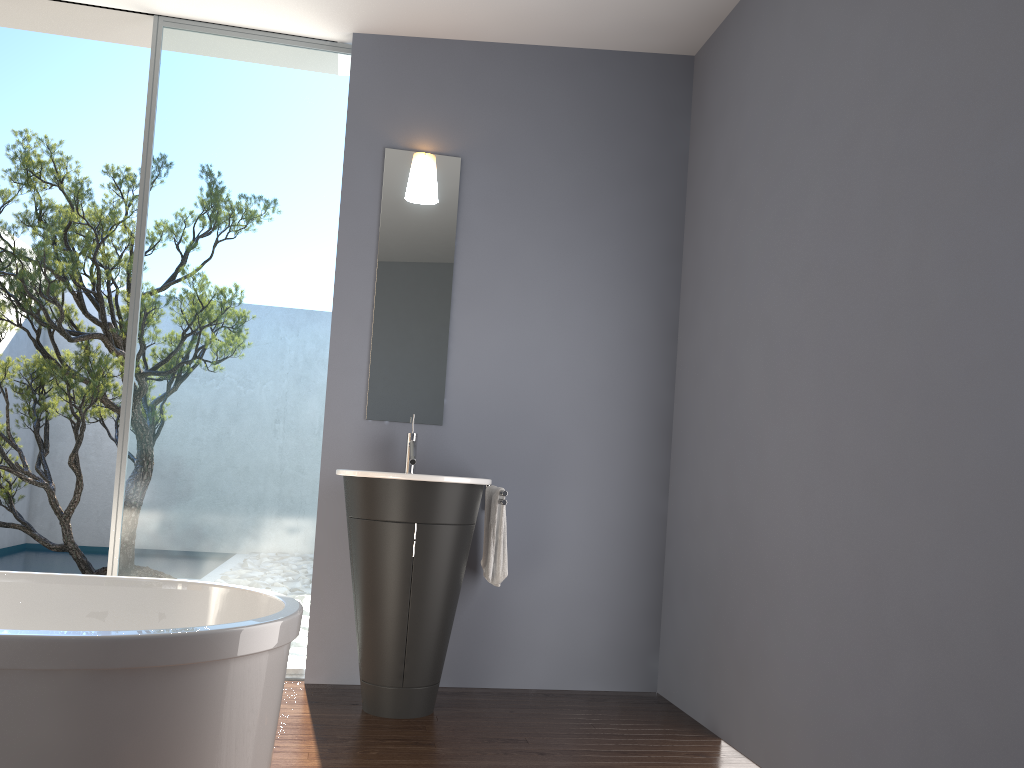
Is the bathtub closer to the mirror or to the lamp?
the mirror

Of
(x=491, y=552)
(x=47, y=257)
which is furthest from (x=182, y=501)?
(x=47, y=257)

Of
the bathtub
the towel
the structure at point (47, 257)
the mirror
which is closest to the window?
the mirror

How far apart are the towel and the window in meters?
0.8

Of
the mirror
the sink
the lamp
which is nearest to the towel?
the sink

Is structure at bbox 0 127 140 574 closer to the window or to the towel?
the window

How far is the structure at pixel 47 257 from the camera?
5.7m

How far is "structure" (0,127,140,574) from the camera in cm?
573

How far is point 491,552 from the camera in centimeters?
376cm

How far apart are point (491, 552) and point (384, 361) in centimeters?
102cm
